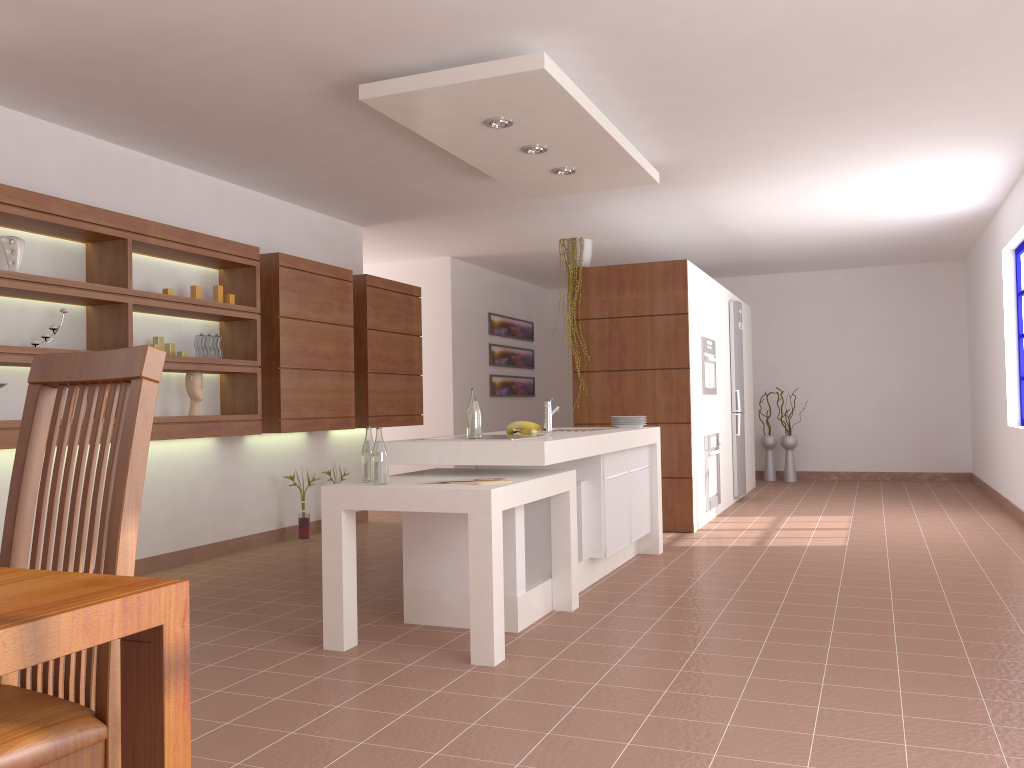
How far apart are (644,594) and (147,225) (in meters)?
3.28

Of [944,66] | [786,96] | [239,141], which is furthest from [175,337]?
[944,66]

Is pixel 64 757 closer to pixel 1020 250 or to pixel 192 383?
pixel 192 383

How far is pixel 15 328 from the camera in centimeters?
439cm

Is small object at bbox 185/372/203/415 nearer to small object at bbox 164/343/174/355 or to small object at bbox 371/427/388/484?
small object at bbox 164/343/174/355

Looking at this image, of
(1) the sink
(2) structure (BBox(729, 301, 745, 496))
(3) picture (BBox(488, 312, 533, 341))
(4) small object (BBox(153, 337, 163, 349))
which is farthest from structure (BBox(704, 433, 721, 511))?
(4) small object (BBox(153, 337, 163, 349))

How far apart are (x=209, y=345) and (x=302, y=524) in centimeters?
159cm

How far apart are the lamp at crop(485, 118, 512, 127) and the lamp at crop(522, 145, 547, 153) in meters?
0.4 m

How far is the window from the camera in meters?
7.0 m

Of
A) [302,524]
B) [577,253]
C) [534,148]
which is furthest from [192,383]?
[577,253]
